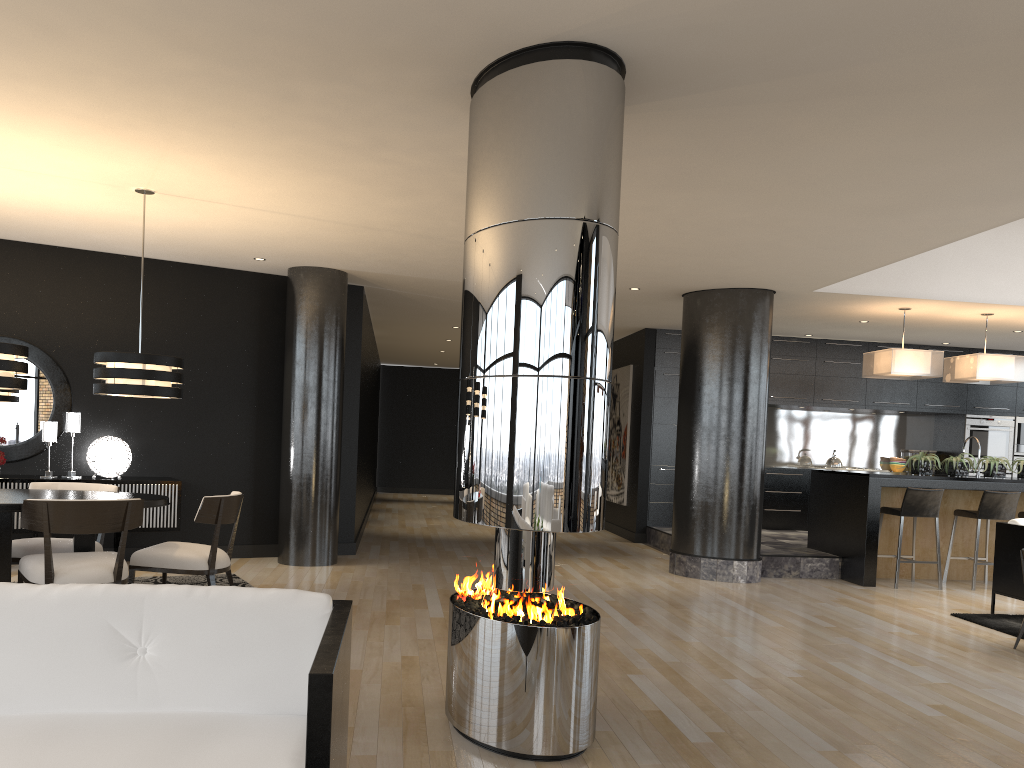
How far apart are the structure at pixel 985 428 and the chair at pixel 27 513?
10.57m

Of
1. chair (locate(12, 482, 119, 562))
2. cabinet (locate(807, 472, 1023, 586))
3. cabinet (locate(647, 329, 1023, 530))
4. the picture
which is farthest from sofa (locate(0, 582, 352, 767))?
the picture

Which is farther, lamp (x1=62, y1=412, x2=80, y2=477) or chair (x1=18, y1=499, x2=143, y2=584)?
lamp (x1=62, y1=412, x2=80, y2=477)

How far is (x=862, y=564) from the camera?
8.3m

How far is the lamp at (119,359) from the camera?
5.5 meters

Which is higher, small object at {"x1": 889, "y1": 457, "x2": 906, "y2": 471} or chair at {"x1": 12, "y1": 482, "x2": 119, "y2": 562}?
small object at {"x1": 889, "y1": 457, "x2": 906, "y2": 471}

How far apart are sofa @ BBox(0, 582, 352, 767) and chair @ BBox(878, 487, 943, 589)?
7.1 meters

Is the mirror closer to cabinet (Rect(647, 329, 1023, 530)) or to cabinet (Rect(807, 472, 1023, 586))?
cabinet (Rect(647, 329, 1023, 530))

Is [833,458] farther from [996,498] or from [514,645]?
[514,645]

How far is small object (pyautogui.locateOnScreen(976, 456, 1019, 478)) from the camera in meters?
8.7 m
